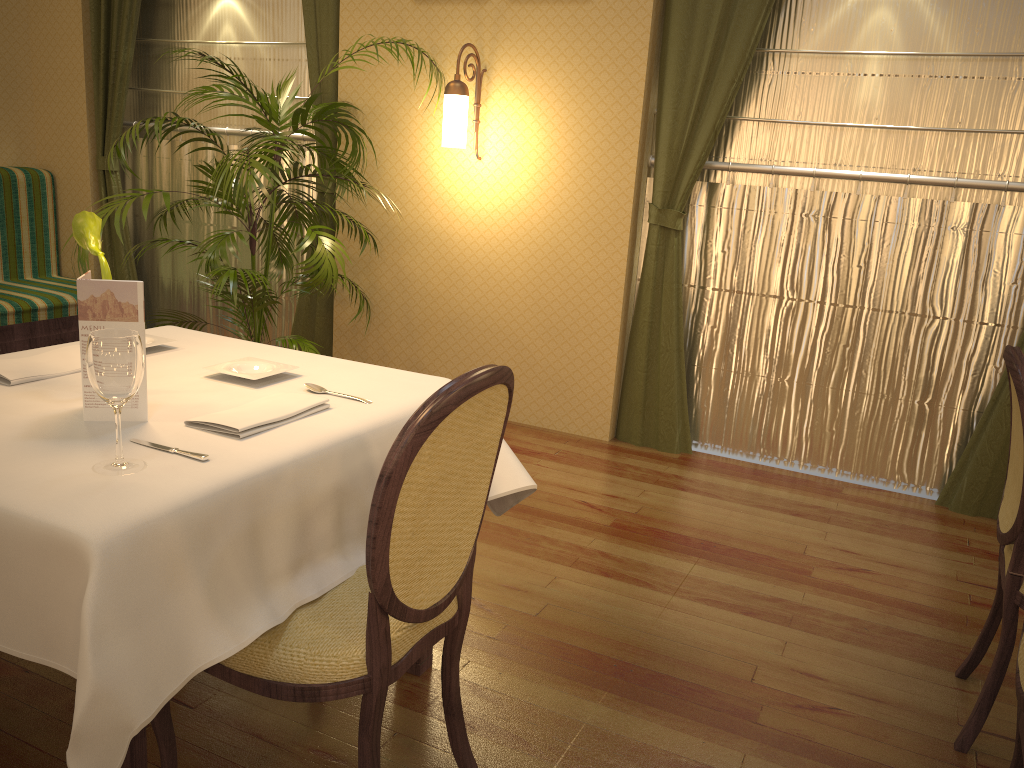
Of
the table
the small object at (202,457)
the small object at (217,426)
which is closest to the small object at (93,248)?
the table

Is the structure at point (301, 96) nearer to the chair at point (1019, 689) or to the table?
the table

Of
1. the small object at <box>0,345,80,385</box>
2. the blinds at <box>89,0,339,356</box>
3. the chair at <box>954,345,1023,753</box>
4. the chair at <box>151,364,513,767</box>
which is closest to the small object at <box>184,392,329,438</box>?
the chair at <box>151,364,513,767</box>

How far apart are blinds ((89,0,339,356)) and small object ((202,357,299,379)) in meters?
2.8

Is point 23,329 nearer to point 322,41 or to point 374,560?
point 322,41

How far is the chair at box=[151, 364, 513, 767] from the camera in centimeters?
141cm

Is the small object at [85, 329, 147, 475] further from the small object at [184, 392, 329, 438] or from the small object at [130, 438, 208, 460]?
the small object at [184, 392, 329, 438]

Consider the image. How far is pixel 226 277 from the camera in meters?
3.6 m

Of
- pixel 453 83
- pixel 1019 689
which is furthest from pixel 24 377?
pixel 453 83

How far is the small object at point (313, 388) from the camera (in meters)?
2.02
